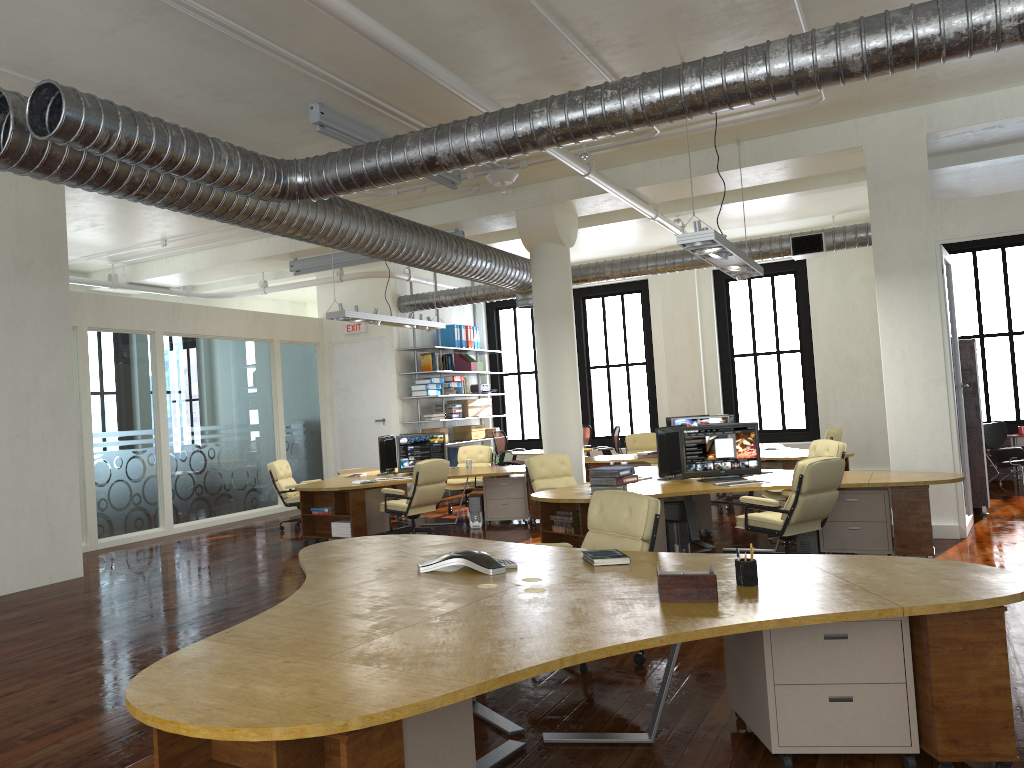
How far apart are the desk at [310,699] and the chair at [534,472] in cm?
422

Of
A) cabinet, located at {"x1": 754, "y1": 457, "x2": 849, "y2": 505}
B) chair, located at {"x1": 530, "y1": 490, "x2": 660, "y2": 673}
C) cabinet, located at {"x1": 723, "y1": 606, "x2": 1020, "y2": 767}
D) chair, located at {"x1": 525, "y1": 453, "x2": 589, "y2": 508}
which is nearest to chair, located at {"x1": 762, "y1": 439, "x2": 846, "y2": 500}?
cabinet, located at {"x1": 754, "y1": 457, "x2": 849, "y2": 505}

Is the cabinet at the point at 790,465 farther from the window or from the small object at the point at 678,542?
the window

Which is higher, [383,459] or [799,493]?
[383,459]

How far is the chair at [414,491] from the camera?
10.6 meters

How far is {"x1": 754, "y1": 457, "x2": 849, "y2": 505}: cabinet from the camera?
11.45m

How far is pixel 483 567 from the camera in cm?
458

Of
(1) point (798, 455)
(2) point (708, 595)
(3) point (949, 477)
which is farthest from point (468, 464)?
(2) point (708, 595)

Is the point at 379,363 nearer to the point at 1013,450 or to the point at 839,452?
the point at 839,452

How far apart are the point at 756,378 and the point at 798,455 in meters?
5.4 m
